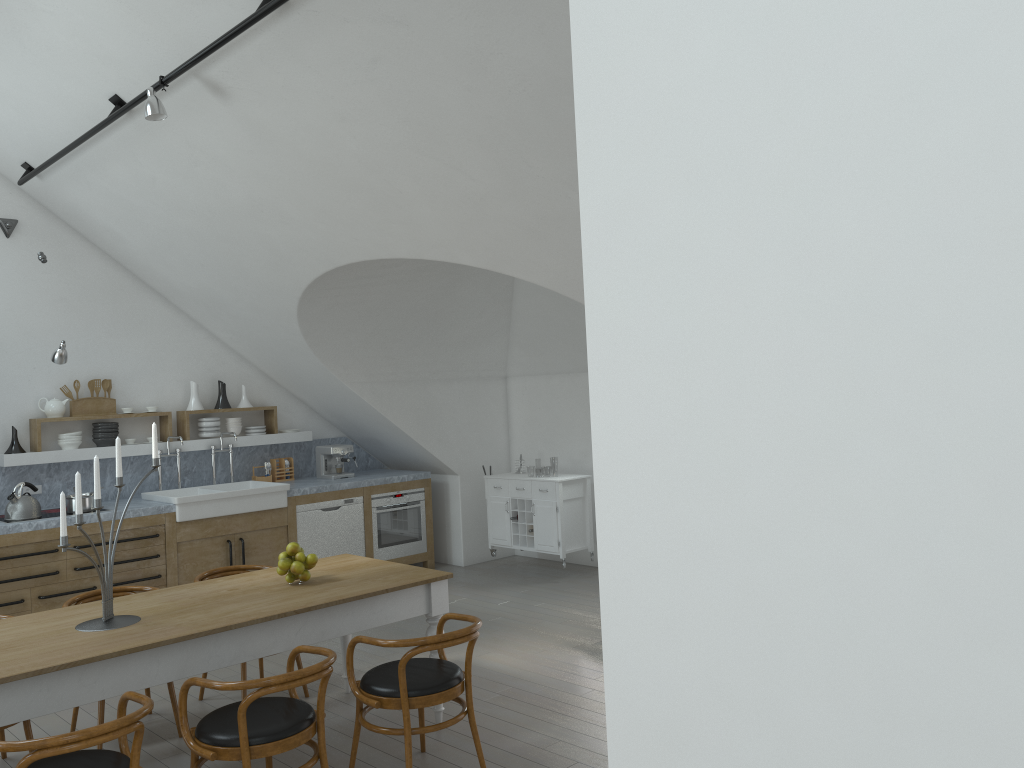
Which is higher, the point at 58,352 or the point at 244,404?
→ the point at 58,352

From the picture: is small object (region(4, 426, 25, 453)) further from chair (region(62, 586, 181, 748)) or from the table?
the table

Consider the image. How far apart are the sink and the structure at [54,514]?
0.7m

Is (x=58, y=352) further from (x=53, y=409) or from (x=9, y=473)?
(x=9, y=473)

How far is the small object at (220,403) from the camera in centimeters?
821cm

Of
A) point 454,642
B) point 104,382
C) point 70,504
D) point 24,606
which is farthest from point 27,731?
point 104,382

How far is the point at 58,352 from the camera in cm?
657

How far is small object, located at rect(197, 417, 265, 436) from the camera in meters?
8.1

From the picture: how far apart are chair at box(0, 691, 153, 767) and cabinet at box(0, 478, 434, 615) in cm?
346

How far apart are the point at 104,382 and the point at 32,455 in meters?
0.8 m
